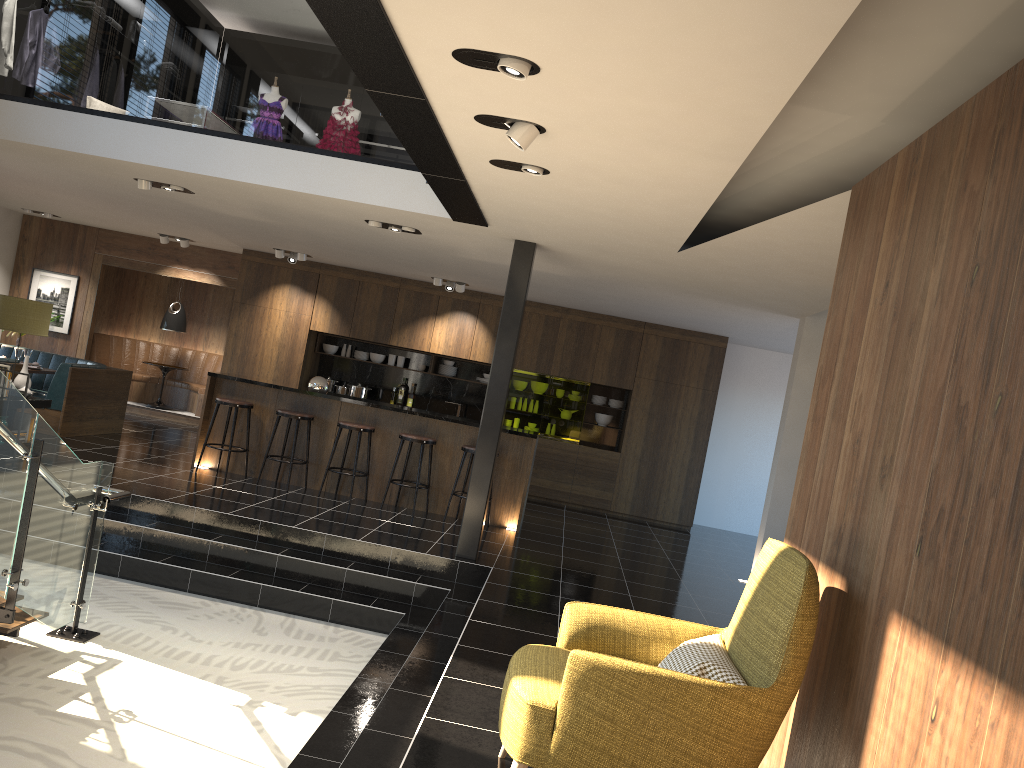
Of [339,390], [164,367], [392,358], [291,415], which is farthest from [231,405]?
[164,367]

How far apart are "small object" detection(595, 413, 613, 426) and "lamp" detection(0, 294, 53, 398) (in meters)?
7.28

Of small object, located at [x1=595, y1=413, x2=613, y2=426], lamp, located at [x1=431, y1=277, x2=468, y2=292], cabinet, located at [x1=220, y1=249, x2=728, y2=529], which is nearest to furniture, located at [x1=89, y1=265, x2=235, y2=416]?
cabinet, located at [x1=220, y1=249, x2=728, y2=529]

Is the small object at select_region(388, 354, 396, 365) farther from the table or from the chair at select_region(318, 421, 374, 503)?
the chair at select_region(318, 421, 374, 503)

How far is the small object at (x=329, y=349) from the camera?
13.0 meters

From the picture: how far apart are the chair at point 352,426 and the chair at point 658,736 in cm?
578

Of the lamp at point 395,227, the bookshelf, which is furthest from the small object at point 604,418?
the bookshelf

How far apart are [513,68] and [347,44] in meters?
0.7 m

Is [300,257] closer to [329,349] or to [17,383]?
[329,349]

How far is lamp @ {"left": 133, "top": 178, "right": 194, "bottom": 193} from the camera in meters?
8.0
